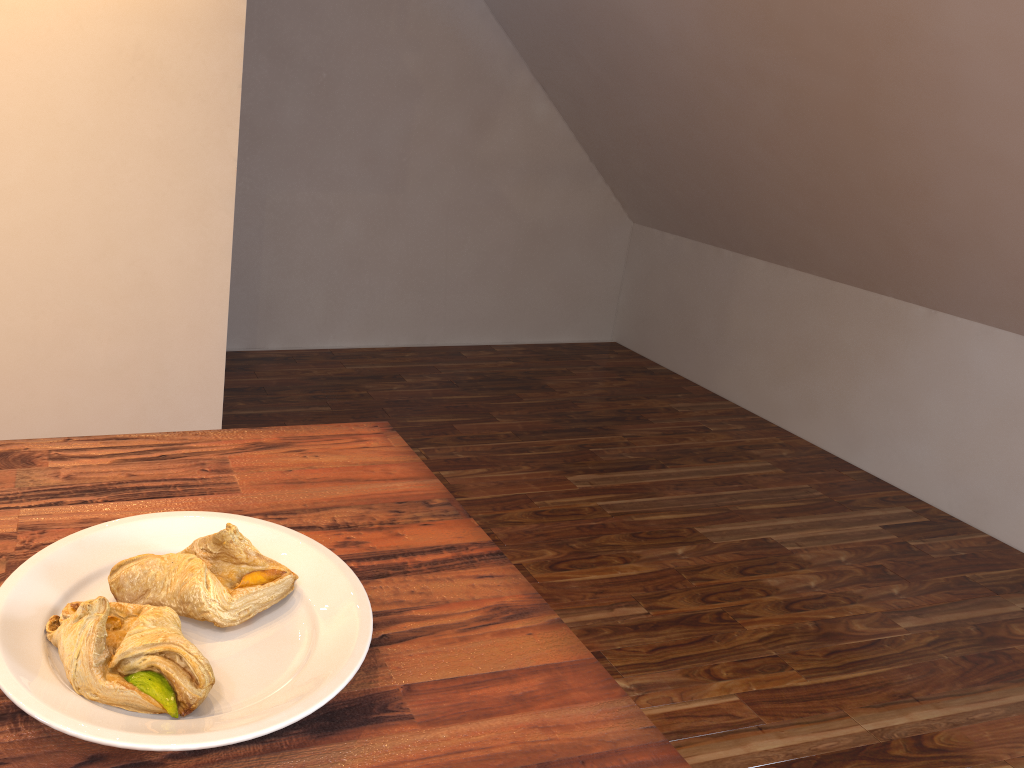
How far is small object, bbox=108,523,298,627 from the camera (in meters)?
0.67

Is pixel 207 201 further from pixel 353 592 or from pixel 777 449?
pixel 777 449

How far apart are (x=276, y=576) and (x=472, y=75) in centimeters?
365cm

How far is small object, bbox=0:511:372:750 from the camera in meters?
0.5

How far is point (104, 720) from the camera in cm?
55

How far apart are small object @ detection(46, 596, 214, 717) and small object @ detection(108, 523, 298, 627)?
0.0m

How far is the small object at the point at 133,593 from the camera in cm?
67

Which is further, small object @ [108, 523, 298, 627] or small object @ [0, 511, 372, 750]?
small object @ [108, 523, 298, 627]

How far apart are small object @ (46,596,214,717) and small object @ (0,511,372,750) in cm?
0
